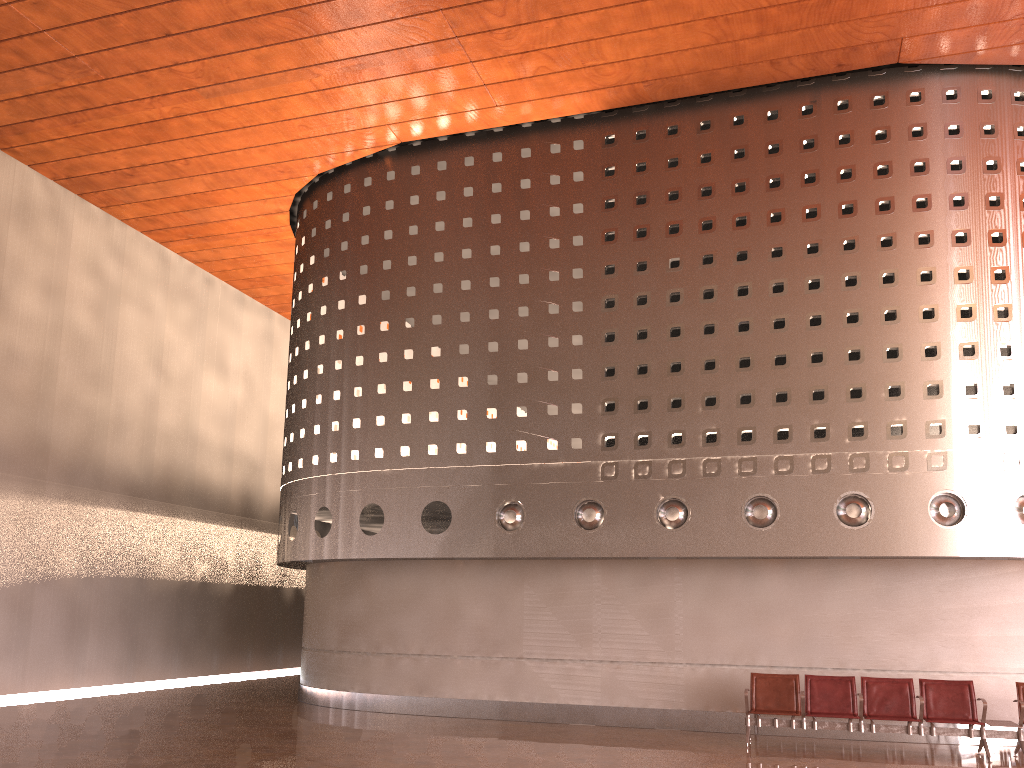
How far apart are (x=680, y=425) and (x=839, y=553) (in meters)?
2.65
